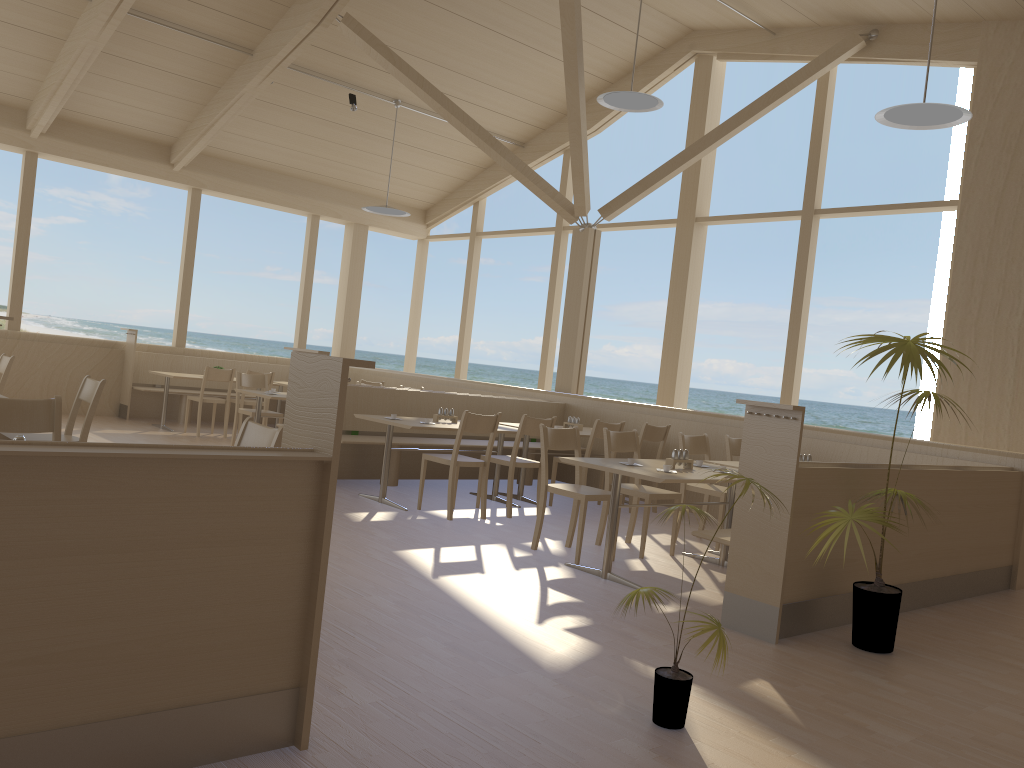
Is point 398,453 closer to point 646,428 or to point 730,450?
point 646,428

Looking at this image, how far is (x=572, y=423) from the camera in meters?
8.1

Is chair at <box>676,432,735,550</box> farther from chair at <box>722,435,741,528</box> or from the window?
the window

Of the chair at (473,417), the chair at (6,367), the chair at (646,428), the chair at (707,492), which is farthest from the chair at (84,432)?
the chair at (646,428)

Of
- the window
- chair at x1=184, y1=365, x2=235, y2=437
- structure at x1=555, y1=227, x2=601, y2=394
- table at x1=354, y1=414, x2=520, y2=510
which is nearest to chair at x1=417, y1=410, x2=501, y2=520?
table at x1=354, y1=414, x2=520, y2=510

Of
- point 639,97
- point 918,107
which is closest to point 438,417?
point 639,97

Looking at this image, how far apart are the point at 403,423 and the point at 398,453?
1.17m

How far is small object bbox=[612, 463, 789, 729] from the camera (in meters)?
2.88

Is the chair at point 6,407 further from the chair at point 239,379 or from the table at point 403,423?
the chair at point 239,379

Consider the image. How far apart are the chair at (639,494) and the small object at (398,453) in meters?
2.1
